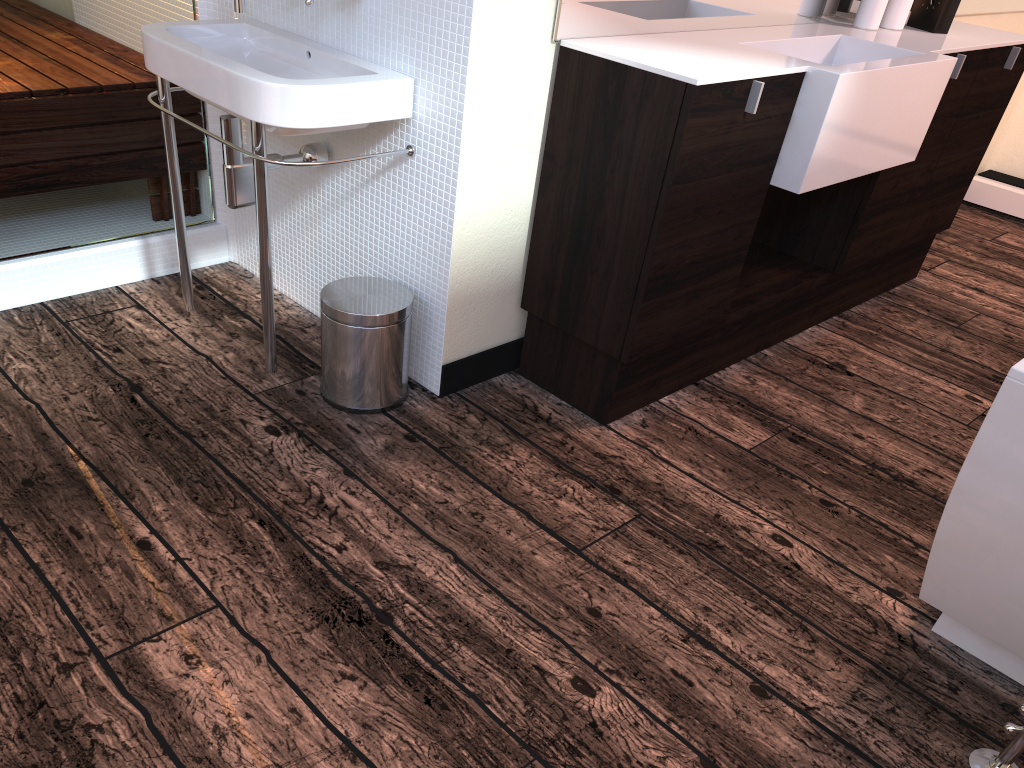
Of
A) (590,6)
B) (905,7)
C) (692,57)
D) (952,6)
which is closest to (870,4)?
(905,7)

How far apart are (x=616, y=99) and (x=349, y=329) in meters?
0.8

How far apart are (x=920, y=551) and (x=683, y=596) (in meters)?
0.60

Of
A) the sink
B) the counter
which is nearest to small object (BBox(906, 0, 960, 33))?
the counter

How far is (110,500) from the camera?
1.8 meters

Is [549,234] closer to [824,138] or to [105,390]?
[824,138]

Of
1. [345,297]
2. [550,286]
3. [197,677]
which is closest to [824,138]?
[550,286]

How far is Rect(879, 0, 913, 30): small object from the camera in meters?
2.6

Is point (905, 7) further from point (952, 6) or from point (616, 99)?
point (616, 99)

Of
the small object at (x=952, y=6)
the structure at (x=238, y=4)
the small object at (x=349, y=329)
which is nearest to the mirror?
the small object at (x=952, y=6)
